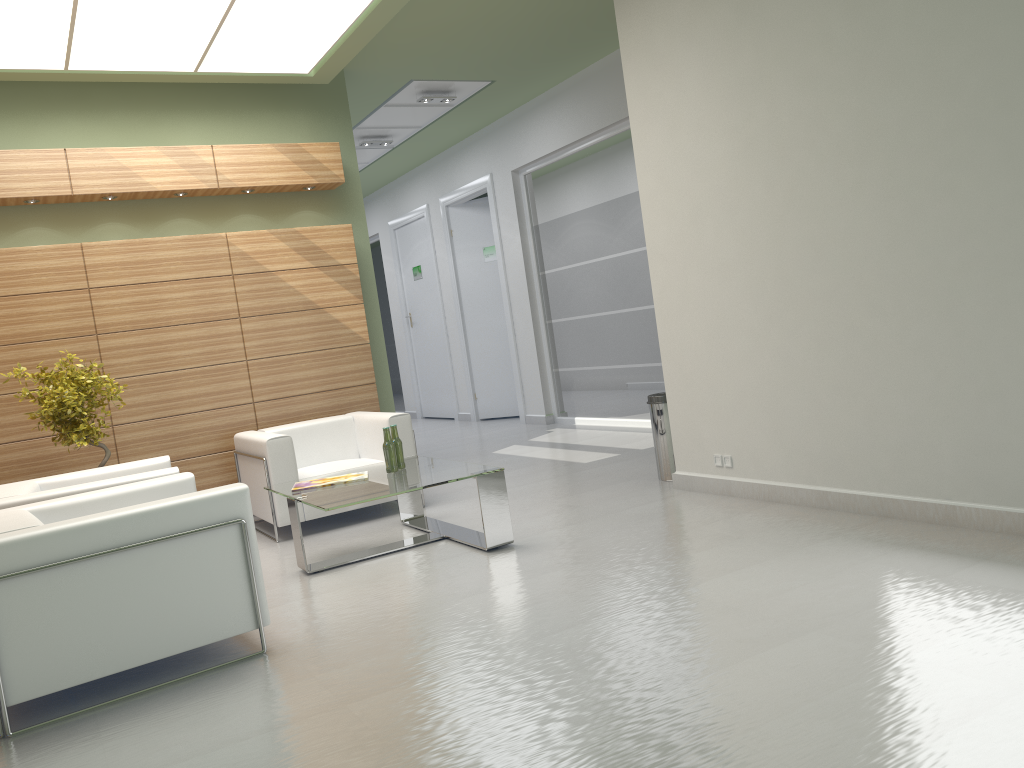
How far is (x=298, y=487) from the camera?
8.93m

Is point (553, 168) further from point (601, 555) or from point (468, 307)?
point (601, 555)

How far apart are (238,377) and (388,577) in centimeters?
519cm

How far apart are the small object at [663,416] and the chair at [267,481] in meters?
3.0

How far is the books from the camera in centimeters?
893cm

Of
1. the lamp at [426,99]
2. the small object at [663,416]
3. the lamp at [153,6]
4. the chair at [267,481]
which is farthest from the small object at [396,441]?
the lamp at [426,99]

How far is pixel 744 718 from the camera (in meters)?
4.37

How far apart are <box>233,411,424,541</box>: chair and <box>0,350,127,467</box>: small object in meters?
1.7

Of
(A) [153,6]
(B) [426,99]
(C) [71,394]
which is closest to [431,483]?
(C) [71,394]

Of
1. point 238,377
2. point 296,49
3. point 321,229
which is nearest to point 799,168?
point 296,49
